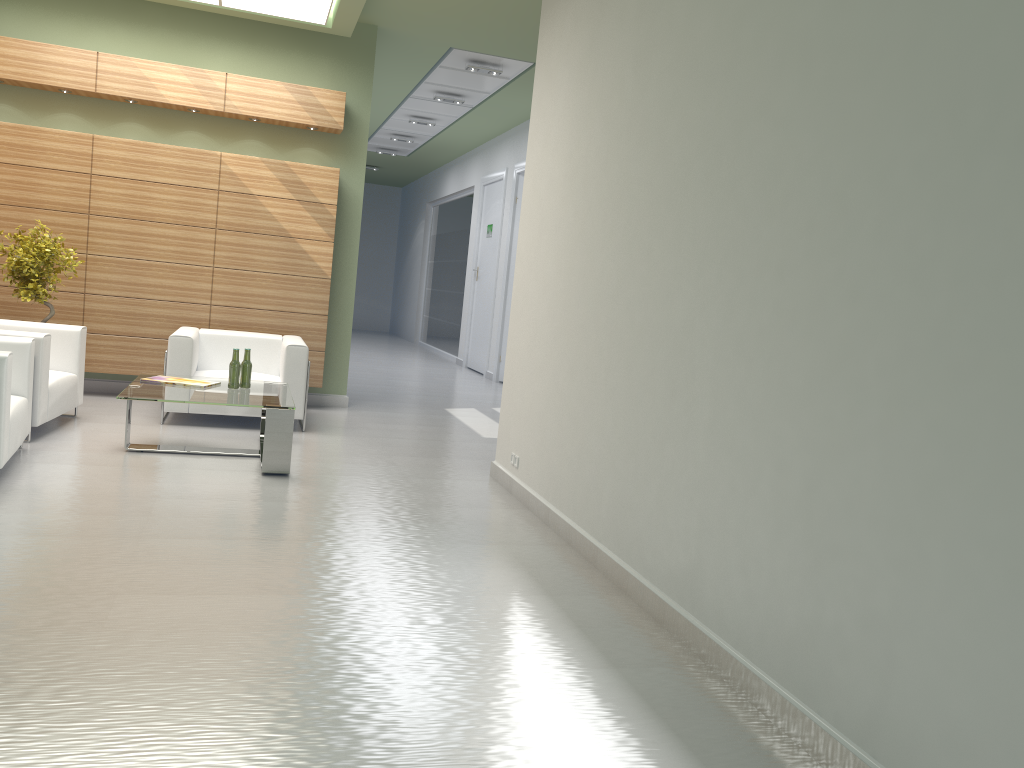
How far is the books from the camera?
10.36m

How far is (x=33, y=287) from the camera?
11.7m

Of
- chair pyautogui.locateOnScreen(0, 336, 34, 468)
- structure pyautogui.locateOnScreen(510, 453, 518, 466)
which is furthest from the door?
chair pyautogui.locateOnScreen(0, 336, 34, 468)

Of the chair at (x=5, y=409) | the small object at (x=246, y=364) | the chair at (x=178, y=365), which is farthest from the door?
the chair at (x=5, y=409)

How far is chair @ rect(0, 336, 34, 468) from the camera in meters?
7.9 m

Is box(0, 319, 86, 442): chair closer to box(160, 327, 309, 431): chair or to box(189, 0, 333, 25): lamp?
box(160, 327, 309, 431): chair

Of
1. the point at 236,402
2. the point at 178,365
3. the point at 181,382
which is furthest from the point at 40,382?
the point at 236,402

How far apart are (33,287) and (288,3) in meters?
5.3 m

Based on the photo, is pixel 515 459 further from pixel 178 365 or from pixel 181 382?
pixel 178 365

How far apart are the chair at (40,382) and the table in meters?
1.0 m
